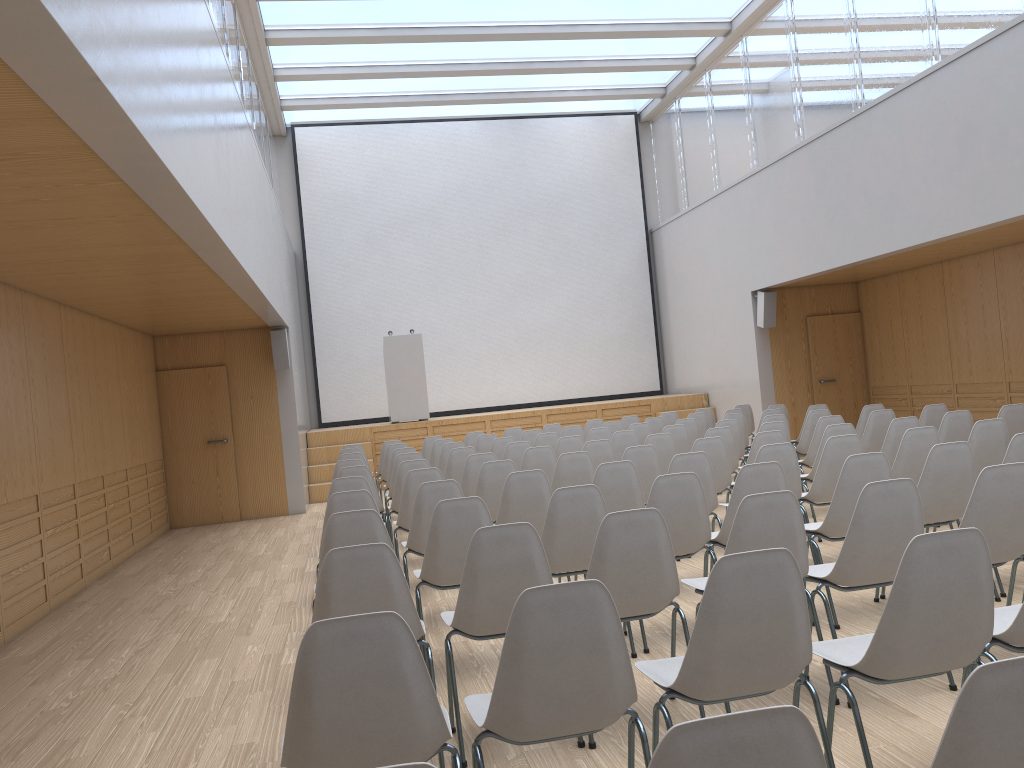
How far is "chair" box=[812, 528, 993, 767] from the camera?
2.4m

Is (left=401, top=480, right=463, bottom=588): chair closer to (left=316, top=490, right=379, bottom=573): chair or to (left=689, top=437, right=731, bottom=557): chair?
(left=316, top=490, right=379, bottom=573): chair

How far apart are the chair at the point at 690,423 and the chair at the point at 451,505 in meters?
5.6 m

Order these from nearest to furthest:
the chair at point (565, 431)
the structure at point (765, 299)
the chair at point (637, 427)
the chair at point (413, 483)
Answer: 1. the chair at point (413, 483)
2. the chair at point (637, 427)
3. the chair at point (565, 431)
4. the structure at point (765, 299)

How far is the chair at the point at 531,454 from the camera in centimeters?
734cm

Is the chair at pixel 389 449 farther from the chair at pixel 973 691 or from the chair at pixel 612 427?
the chair at pixel 973 691

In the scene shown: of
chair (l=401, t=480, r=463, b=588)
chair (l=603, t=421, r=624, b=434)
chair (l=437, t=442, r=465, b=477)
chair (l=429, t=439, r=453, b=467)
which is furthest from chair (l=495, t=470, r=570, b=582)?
chair (l=603, t=421, r=624, b=434)

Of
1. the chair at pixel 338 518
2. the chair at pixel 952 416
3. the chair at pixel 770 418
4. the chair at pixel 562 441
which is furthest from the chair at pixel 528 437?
the chair at pixel 338 518

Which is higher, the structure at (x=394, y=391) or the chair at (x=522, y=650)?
the structure at (x=394, y=391)

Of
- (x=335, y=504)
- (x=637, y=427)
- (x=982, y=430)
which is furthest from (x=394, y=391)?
(x=982, y=430)
